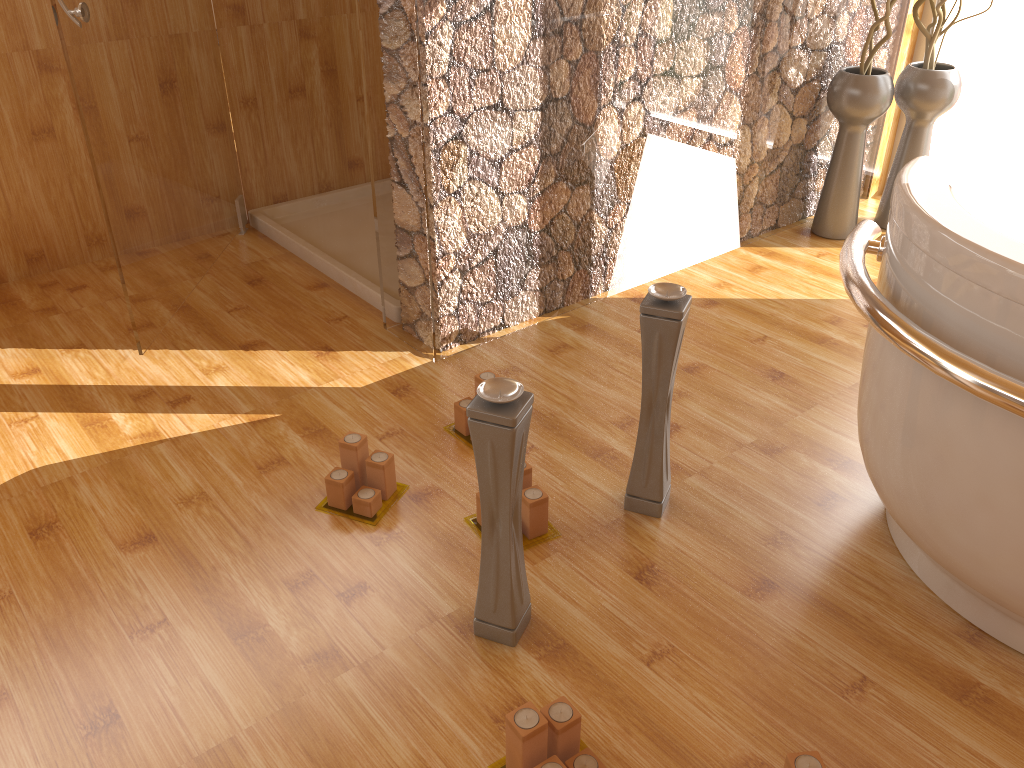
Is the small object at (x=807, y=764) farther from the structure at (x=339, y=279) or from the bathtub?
the structure at (x=339, y=279)

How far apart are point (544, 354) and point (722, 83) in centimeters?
99cm

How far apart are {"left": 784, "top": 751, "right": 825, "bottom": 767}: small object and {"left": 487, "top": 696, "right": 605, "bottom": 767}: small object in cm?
25

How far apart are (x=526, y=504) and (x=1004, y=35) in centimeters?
249cm

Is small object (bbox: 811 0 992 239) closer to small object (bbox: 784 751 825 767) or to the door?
the door

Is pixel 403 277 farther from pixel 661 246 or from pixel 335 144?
pixel 335 144

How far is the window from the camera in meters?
3.0

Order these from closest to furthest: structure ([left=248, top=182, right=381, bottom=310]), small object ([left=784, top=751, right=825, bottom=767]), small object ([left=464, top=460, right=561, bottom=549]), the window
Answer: small object ([left=784, top=751, right=825, bottom=767]) < small object ([left=464, top=460, right=561, bottom=549]) < structure ([left=248, top=182, right=381, bottom=310]) < the window

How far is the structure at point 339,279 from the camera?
2.72m

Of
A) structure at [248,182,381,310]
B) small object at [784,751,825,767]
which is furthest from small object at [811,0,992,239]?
small object at [784,751,825,767]
